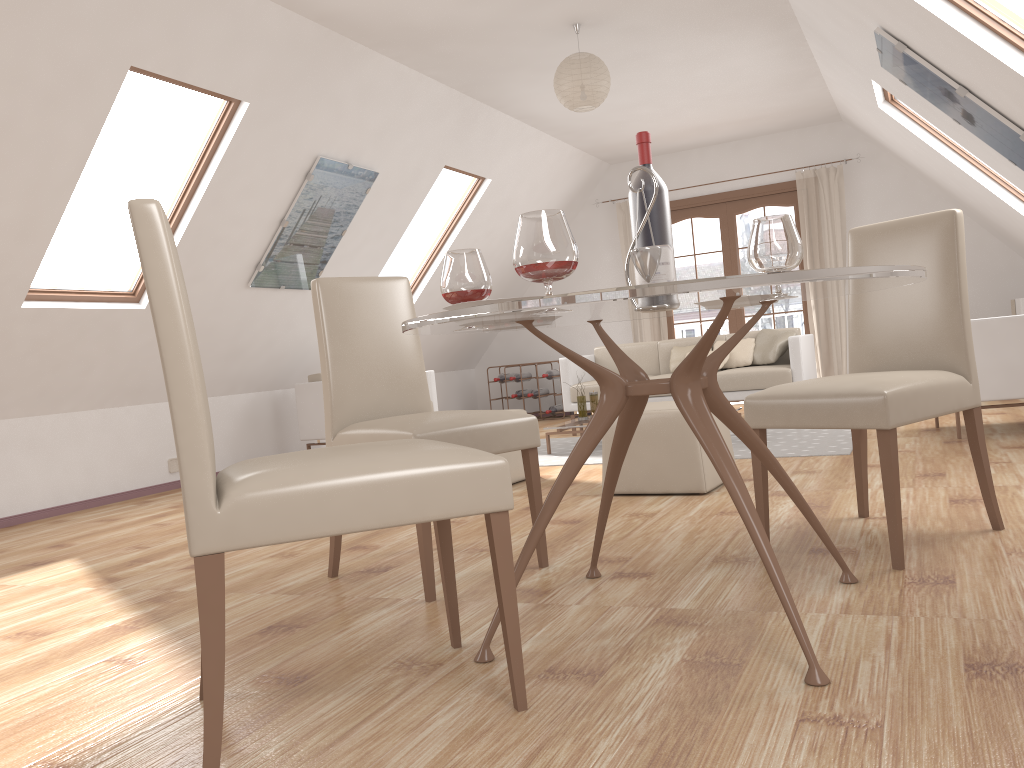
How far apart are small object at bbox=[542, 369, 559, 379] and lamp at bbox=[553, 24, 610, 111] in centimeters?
411cm

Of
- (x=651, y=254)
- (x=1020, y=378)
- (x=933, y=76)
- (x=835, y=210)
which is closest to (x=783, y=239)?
(x=651, y=254)

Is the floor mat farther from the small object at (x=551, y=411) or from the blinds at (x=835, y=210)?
the blinds at (x=835, y=210)

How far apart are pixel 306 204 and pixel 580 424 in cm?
230

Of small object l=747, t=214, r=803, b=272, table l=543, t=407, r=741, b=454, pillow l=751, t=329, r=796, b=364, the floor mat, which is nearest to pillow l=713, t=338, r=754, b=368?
pillow l=751, t=329, r=796, b=364

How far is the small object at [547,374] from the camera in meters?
9.2 m

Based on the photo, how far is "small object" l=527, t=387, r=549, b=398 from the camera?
9.3m

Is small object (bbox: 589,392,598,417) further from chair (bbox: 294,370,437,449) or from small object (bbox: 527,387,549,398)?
small object (bbox: 527,387,549,398)

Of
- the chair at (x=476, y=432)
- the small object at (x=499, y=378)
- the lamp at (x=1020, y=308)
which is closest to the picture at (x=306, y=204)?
the chair at (x=476, y=432)

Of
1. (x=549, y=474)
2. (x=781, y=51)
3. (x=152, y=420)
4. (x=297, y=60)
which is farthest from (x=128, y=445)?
(x=781, y=51)
